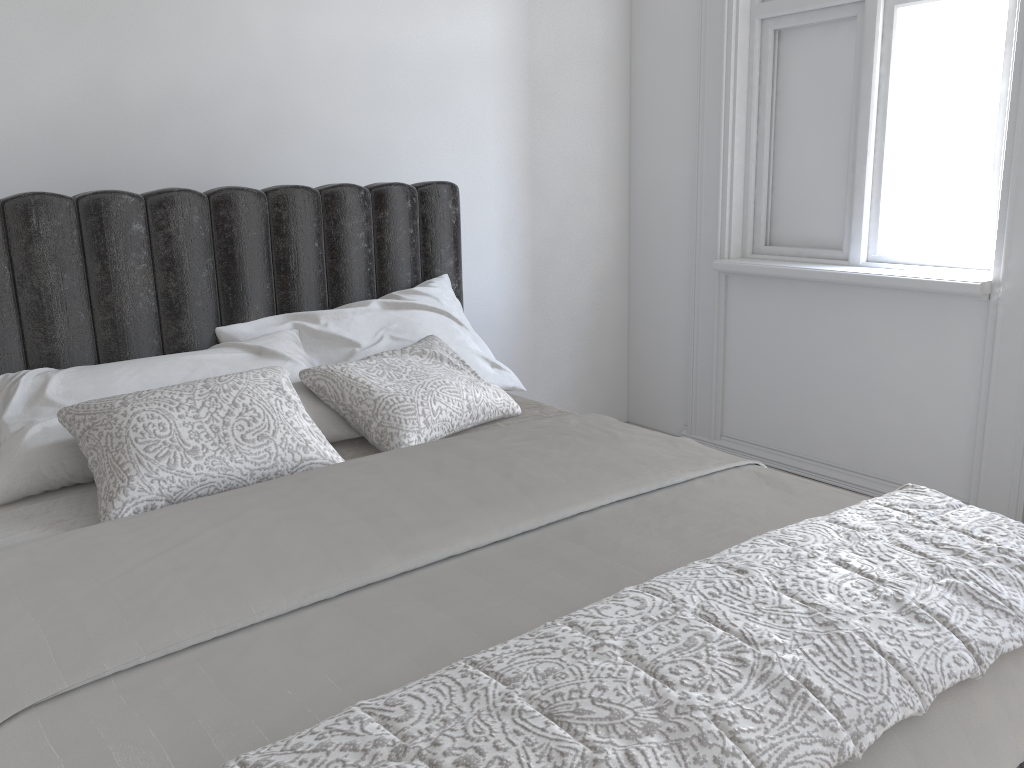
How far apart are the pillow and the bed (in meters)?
0.02

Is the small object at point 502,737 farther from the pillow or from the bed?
the pillow

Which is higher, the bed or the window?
the window

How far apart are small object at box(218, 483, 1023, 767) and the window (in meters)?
→ 1.60

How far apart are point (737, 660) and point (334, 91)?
2.62m

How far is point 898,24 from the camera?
3.06m

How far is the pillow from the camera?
1.78m

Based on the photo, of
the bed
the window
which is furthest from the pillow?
the window

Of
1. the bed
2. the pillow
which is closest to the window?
the bed

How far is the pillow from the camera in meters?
1.8
